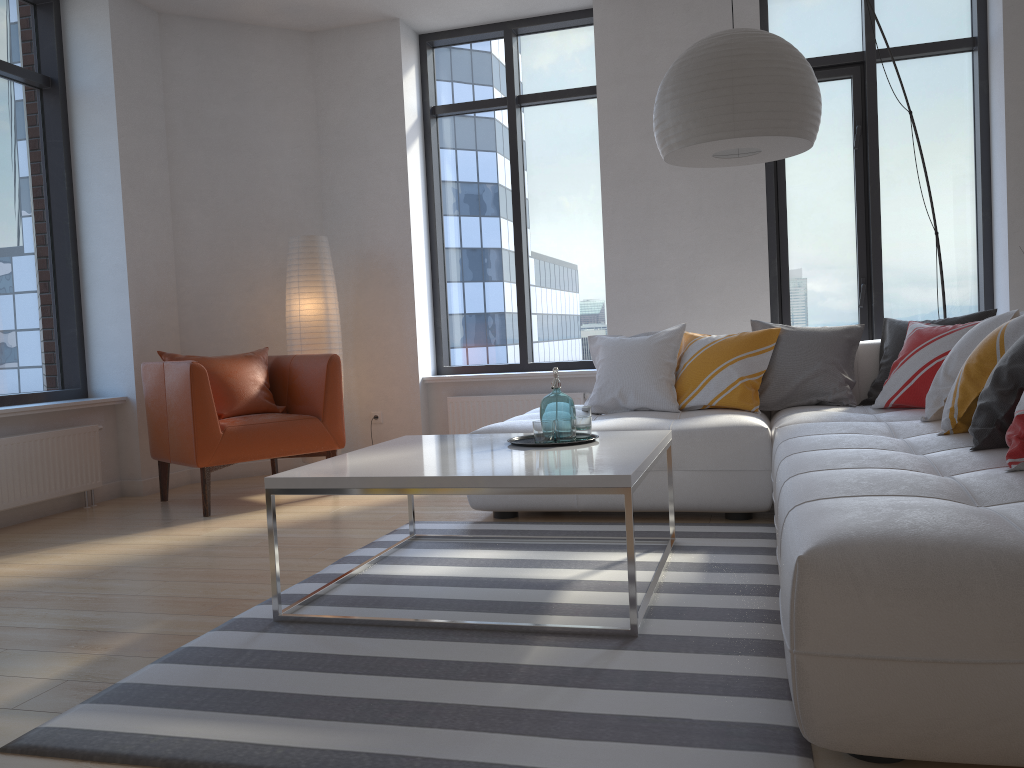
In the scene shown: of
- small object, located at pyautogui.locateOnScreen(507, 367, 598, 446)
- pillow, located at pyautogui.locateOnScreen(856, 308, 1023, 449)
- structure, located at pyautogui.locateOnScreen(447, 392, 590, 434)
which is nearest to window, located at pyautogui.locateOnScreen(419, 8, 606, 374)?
structure, located at pyautogui.locateOnScreen(447, 392, 590, 434)

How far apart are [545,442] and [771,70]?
1.47m

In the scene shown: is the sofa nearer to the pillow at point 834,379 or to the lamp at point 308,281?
the pillow at point 834,379

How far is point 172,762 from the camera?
1.76m

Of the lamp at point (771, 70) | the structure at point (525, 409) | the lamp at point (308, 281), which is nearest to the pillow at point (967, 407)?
the lamp at point (771, 70)

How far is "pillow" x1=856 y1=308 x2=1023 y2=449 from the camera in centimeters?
251cm

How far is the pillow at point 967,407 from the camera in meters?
2.9 m

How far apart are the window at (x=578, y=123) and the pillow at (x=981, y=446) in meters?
2.1

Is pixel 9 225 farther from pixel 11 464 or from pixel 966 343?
pixel 966 343

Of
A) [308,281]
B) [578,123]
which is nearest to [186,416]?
[308,281]
